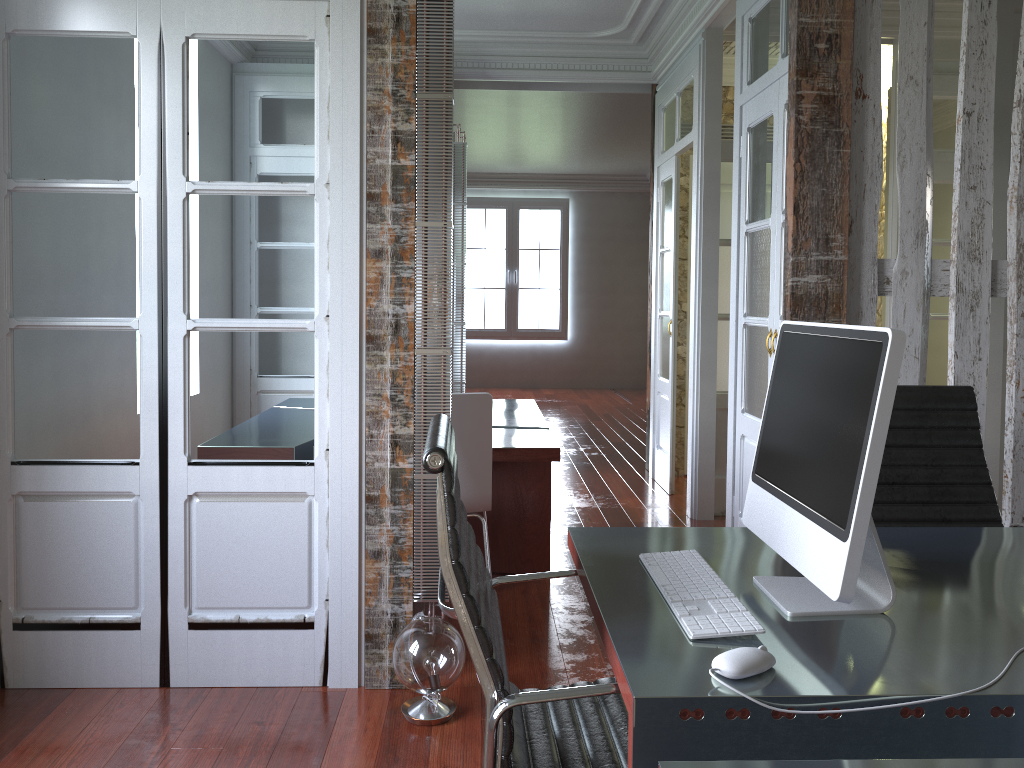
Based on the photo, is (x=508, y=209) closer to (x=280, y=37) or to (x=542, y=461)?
(x=542, y=461)

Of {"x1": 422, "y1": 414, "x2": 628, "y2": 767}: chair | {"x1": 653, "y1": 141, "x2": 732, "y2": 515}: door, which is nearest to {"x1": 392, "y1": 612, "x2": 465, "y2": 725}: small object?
{"x1": 422, "y1": 414, "x2": 628, "y2": 767}: chair

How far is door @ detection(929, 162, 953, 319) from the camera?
5.1 meters

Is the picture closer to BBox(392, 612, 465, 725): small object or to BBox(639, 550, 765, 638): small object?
BBox(392, 612, 465, 725): small object

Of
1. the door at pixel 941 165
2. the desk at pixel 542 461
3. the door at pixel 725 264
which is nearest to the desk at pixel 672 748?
the desk at pixel 542 461

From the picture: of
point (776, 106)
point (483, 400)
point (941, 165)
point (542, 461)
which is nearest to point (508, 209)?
point (941, 165)

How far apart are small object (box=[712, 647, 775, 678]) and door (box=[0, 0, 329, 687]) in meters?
1.8 m

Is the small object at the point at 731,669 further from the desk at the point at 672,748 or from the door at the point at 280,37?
the door at the point at 280,37

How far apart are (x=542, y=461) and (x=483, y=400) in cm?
53

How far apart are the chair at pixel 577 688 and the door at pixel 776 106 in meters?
2.1
